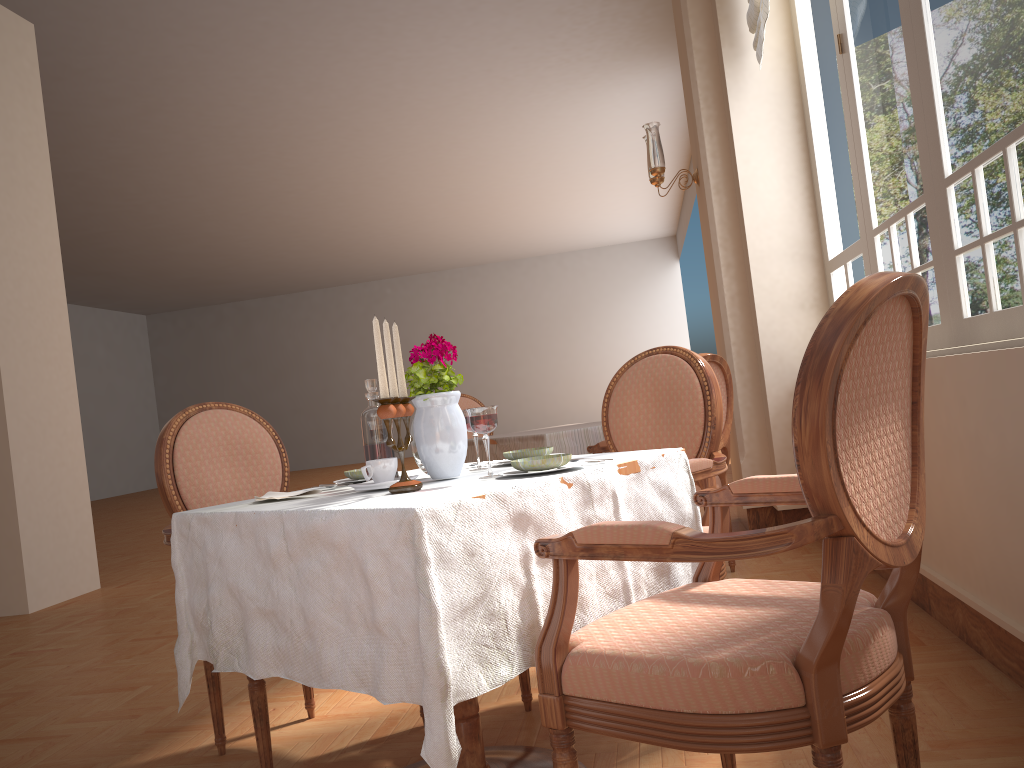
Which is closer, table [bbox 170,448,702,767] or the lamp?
table [bbox 170,448,702,767]

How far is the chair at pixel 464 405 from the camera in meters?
5.1

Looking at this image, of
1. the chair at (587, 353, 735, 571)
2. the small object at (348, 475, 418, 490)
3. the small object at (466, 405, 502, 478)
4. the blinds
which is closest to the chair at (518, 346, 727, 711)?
the small object at (466, 405, 502, 478)

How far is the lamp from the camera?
4.8 meters

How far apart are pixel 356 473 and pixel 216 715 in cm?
82

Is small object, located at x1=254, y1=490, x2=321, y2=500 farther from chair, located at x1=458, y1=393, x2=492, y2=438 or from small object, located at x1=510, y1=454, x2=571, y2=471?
chair, located at x1=458, y1=393, x2=492, y2=438

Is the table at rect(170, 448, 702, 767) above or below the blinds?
below

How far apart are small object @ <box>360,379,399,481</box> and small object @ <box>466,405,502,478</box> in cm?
26

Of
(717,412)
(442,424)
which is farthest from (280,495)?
(717,412)

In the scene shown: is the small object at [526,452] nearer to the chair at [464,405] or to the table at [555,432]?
the table at [555,432]
